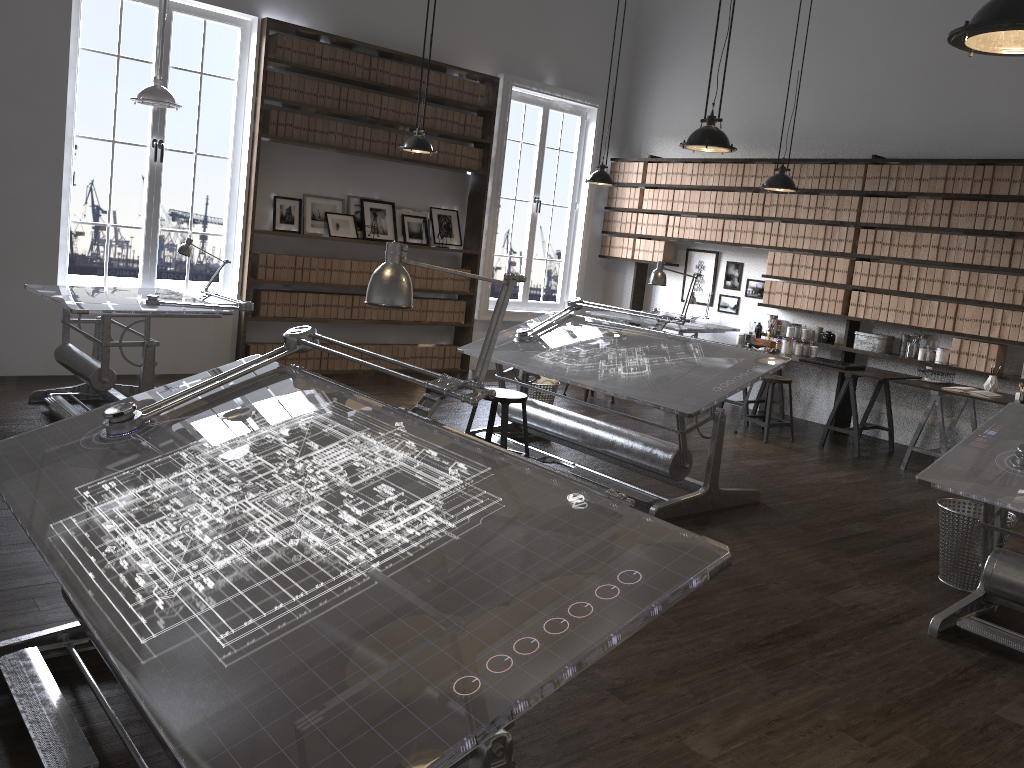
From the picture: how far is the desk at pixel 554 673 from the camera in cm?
136

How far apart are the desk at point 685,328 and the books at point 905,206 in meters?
1.9 m

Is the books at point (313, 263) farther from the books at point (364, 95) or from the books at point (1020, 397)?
the books at point (1020, 397)

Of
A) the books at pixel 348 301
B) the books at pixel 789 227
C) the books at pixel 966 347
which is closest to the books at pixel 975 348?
the books at pixel 966 347

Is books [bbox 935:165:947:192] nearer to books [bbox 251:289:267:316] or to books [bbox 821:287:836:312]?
books [bbox 821:287:836:312]

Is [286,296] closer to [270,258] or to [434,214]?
[270,258]

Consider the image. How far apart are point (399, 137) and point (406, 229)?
0.9 meters

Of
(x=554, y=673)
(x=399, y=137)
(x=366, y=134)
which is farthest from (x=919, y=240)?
(x=554, y=673)

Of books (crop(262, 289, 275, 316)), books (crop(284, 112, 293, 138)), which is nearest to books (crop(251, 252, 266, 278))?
books (crop(262, 289, 275, 316))

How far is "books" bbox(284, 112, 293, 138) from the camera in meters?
7.5
